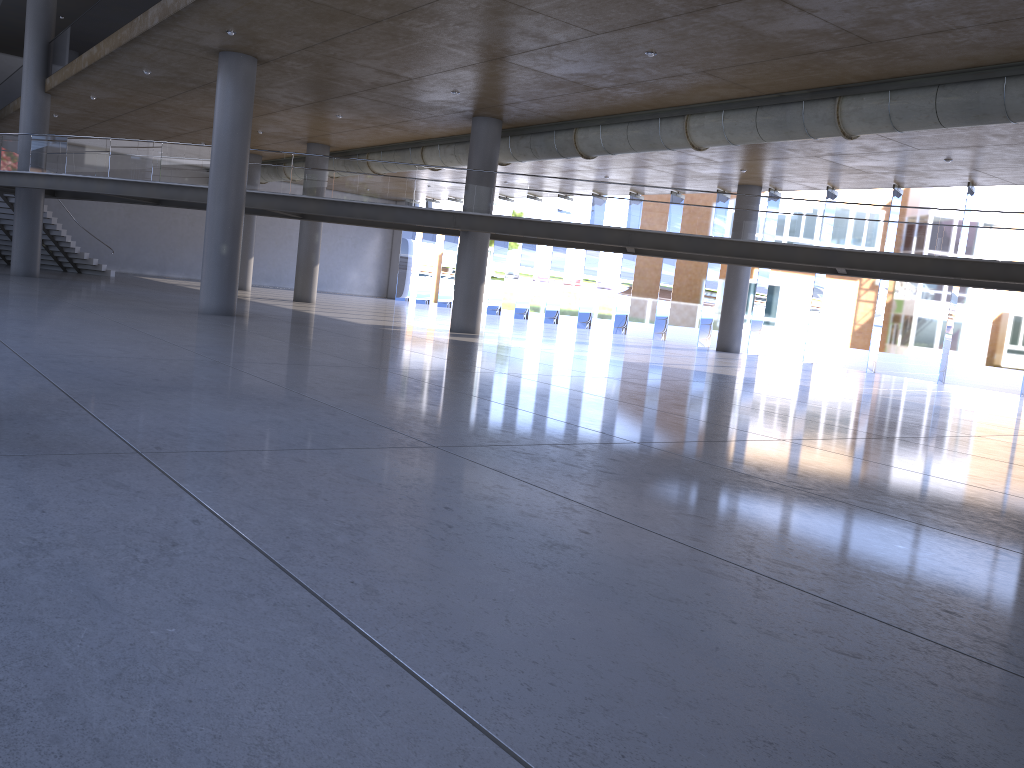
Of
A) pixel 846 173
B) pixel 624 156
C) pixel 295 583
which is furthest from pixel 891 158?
pixel 295 583
